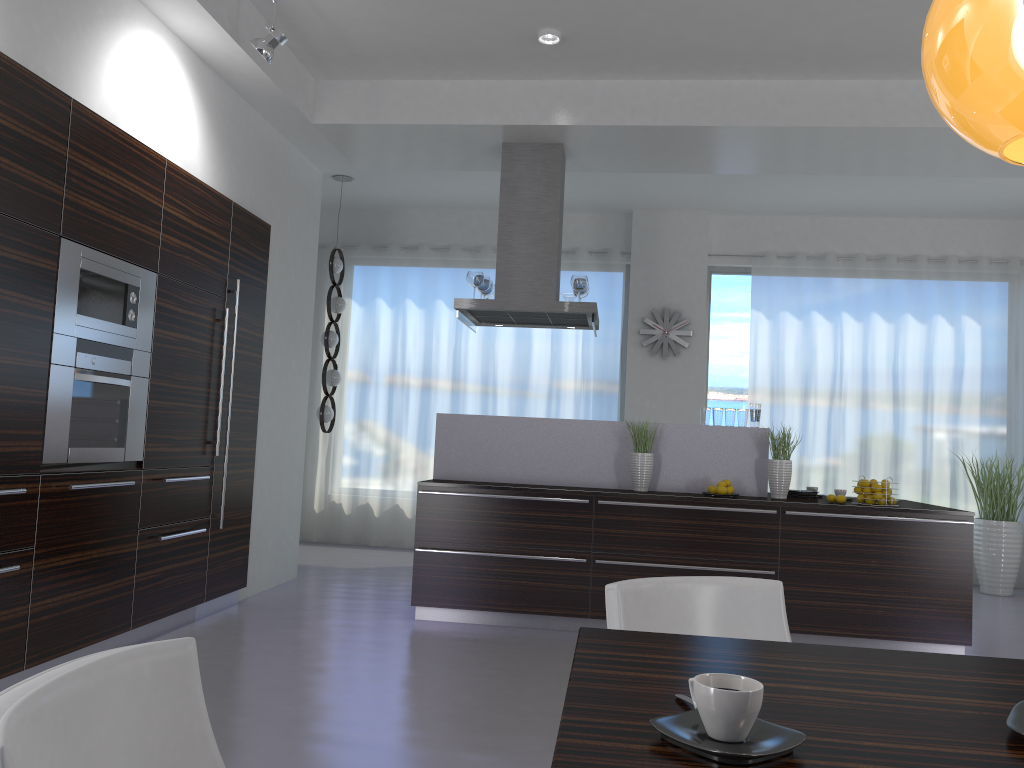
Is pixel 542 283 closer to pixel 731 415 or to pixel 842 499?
pixel 731 415

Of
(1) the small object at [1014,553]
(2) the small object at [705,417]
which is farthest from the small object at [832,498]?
(1) the small object at [1014,553]

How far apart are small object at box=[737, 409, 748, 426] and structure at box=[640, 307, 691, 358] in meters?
2.9

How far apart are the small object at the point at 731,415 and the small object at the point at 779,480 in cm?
30

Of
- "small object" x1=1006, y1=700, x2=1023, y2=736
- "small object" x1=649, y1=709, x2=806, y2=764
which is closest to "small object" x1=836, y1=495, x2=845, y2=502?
"small object" x1=1006, y1=700, x2=1023, y2=736

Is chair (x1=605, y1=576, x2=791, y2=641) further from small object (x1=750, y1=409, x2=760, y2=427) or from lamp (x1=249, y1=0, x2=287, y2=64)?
small object (x1=750, y1=409, x2=760, y2=427)

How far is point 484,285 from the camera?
6.4 meters

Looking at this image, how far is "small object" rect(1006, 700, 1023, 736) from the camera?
1.11m

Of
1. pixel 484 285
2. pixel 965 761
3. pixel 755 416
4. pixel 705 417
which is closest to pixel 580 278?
pixel 484 285

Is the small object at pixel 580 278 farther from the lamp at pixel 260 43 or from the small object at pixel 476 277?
the lamp at pixel 260 43
